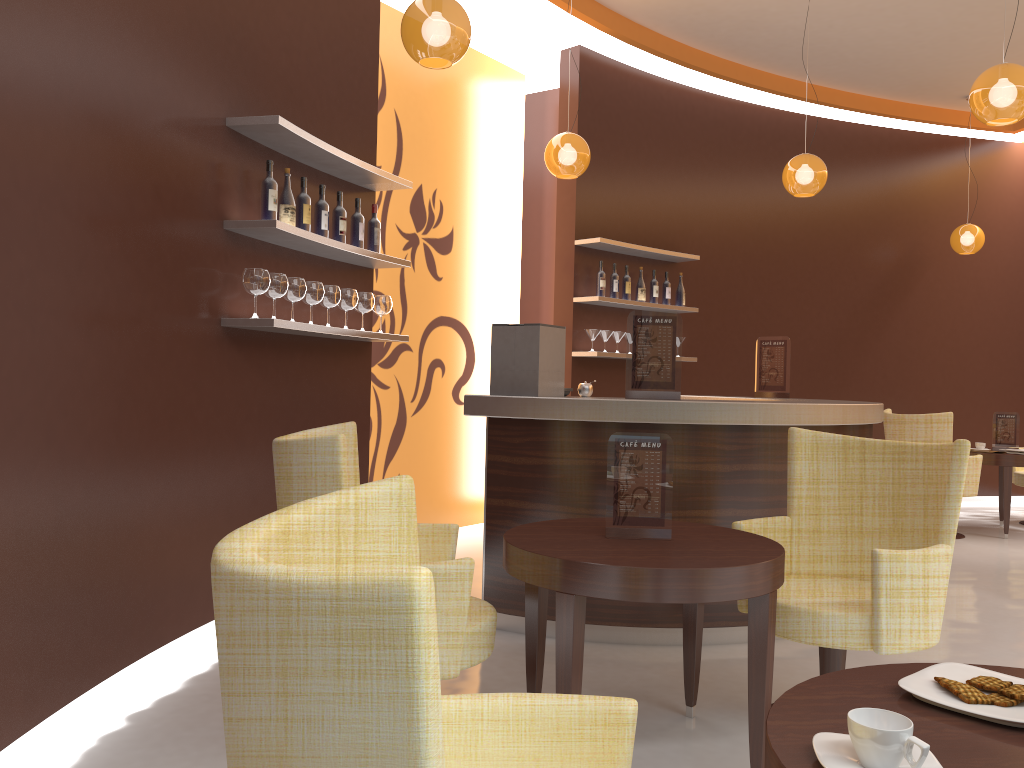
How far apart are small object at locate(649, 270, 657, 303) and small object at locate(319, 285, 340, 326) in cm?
354

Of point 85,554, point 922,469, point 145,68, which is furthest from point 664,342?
point 85,554

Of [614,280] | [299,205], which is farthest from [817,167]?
[299,205]

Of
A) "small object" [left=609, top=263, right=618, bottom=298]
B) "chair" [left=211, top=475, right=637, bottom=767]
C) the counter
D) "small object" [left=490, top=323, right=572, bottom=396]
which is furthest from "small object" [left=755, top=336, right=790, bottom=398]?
"chair" [left=211, top=475, right=637, bottom=767]

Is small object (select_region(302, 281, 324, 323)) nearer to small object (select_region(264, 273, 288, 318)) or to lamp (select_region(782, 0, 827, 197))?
small object (select_region(264, 273, 288, 318))

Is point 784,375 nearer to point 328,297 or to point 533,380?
point 533,380

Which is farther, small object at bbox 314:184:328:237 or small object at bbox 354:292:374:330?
small object at bbox 354:292:374:330

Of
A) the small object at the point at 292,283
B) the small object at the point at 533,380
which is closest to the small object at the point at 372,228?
the small object at the point at 292,283

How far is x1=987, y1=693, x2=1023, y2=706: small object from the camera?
1.3m

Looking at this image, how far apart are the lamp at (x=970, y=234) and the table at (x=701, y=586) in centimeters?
666cm
